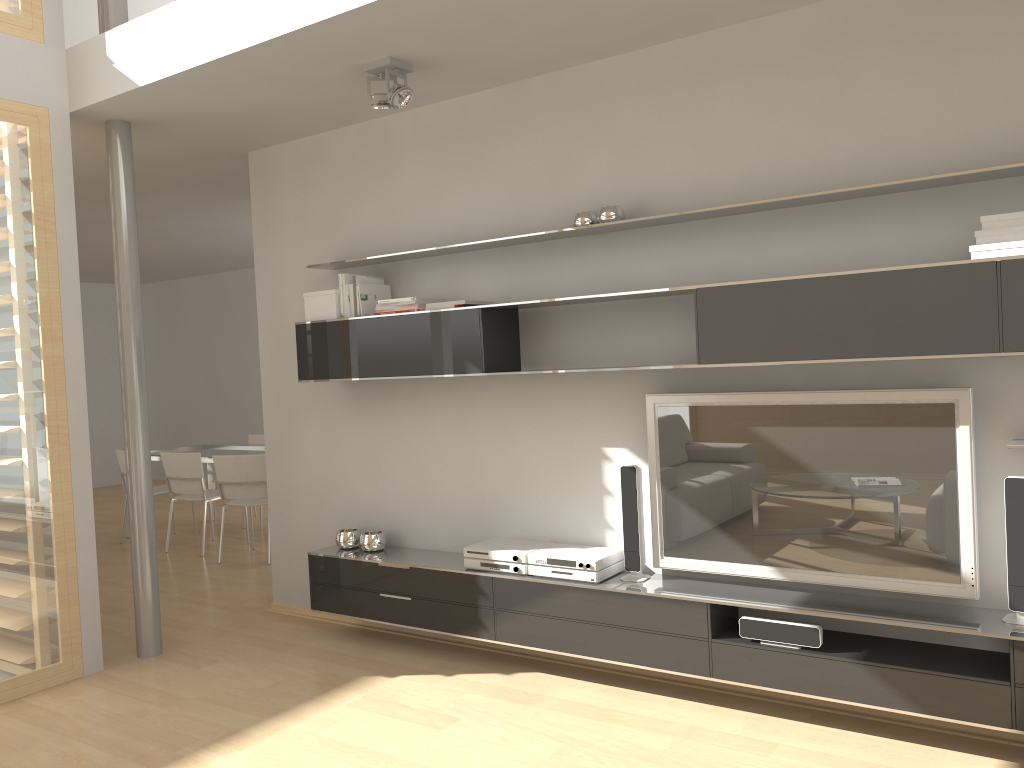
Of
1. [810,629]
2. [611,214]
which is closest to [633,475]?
[810,629]

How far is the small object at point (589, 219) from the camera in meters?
3.8 m

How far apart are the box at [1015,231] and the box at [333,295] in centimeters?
287cm

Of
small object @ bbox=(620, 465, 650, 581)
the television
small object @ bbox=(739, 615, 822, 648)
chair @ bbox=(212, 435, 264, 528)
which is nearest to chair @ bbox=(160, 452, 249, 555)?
chair @ bbox=(212, 435, 264, 528)

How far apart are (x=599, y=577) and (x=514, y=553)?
0.4m

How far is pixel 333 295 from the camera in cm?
446

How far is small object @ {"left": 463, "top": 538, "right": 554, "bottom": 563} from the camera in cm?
393

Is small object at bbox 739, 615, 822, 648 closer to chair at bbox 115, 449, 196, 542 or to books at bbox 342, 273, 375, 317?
books at bbox 342, 273, 375, 317

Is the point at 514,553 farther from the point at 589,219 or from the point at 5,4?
the point at 5,4

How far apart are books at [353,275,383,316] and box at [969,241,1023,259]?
2.7m
